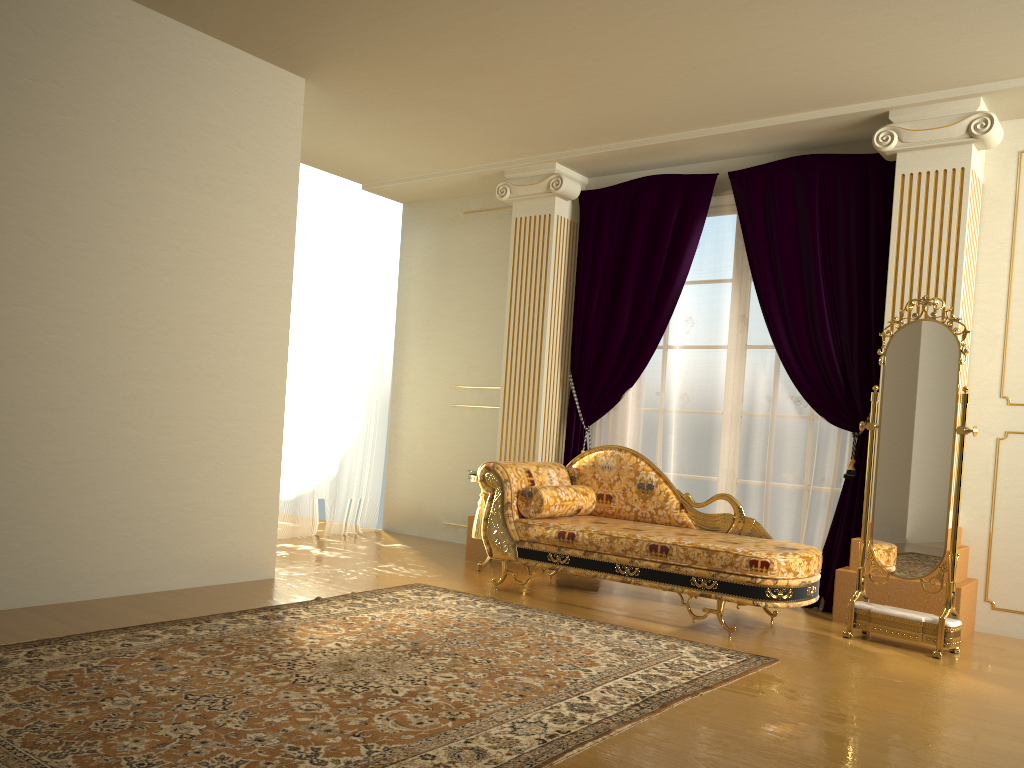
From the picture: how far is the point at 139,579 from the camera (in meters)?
4.25

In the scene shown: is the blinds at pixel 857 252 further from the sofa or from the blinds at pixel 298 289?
the blinds at pixel 298 289

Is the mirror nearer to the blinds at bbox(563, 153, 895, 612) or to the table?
the blinds at bbox(563, 153, 895, 612)

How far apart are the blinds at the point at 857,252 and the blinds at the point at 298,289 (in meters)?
1.83

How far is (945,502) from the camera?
4.1 meters

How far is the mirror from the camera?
4.1m

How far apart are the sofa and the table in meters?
0.6 m

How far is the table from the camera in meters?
5.6

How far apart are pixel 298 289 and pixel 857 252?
3.88m

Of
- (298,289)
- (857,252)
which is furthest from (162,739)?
(298,289)
